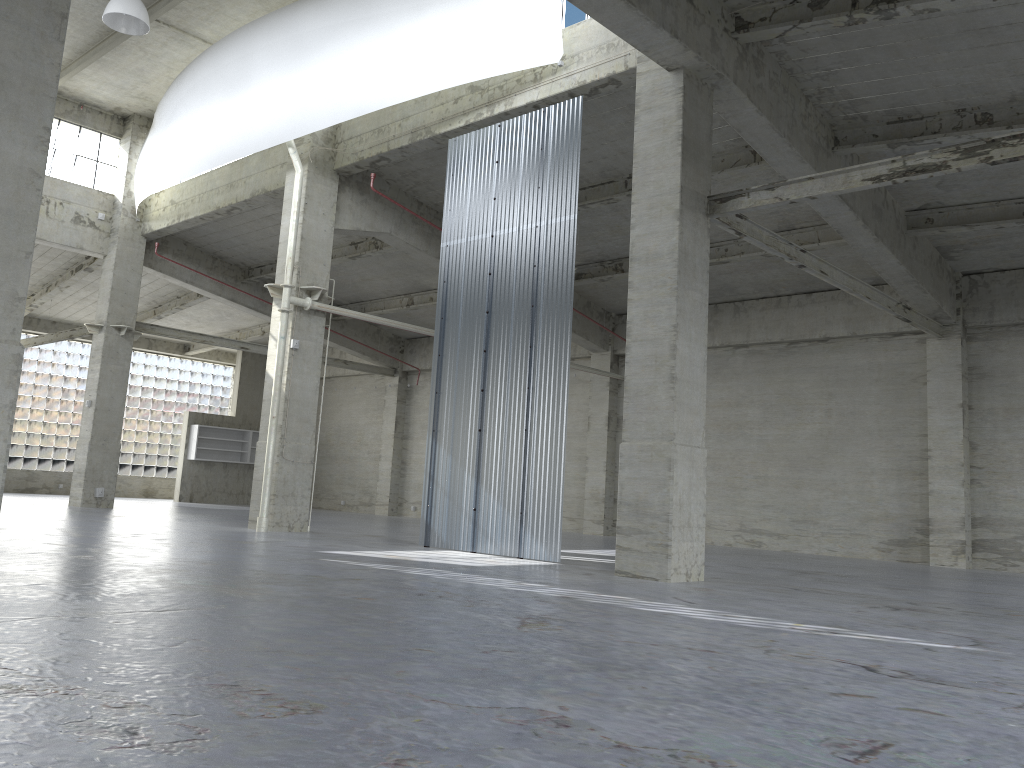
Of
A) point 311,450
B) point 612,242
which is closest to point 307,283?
point 311,450

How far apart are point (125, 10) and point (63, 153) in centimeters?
1428cm

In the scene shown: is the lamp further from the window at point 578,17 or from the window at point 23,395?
the window at point 23,395

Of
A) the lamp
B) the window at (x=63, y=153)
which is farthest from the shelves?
the lamp

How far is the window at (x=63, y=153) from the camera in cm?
3375

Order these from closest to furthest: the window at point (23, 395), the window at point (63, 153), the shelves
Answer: the window at point (63, 153) → the window at point (23, 395) → the shelves

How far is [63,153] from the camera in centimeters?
3375cm

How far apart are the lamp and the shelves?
27.3 meters

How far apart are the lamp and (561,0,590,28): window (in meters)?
10.41

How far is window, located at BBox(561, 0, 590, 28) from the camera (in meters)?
20.71
